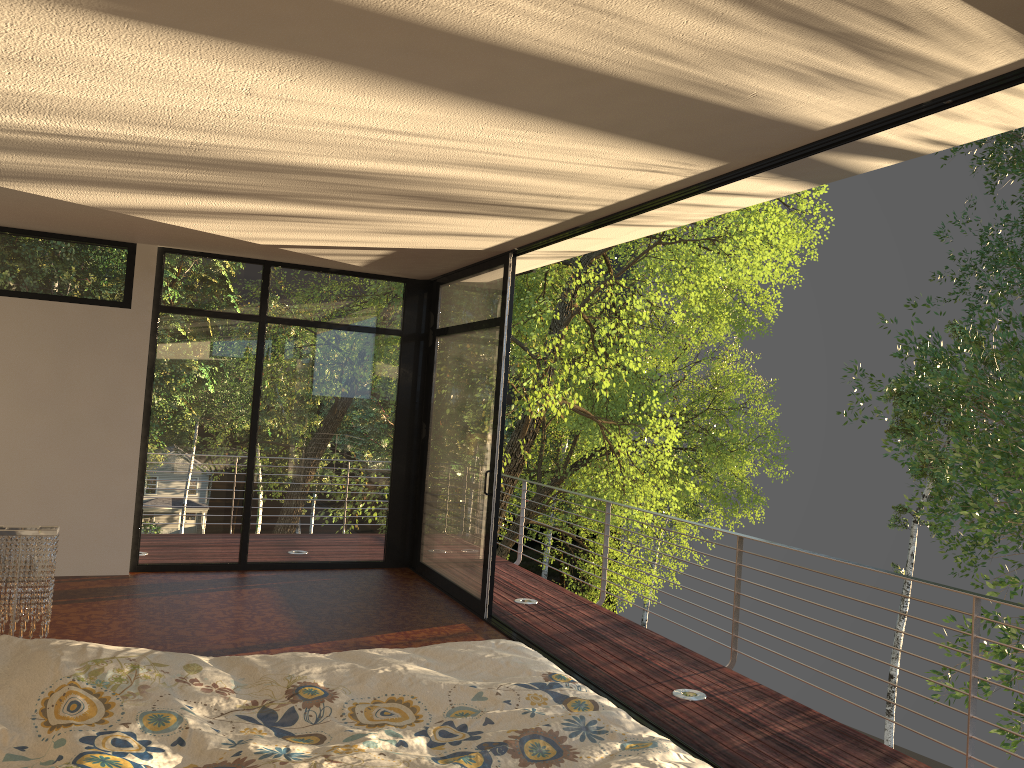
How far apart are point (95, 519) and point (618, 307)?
14.7 meters

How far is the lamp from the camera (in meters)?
3.37

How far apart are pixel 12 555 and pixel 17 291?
3.9m

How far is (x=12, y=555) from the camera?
3.37m

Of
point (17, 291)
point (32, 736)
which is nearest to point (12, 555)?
point (32, 736)

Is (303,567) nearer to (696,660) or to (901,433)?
(696,660)

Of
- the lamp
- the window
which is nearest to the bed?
the lamp

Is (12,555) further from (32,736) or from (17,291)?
(17,291)

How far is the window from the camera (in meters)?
6.56

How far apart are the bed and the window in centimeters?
287cm
